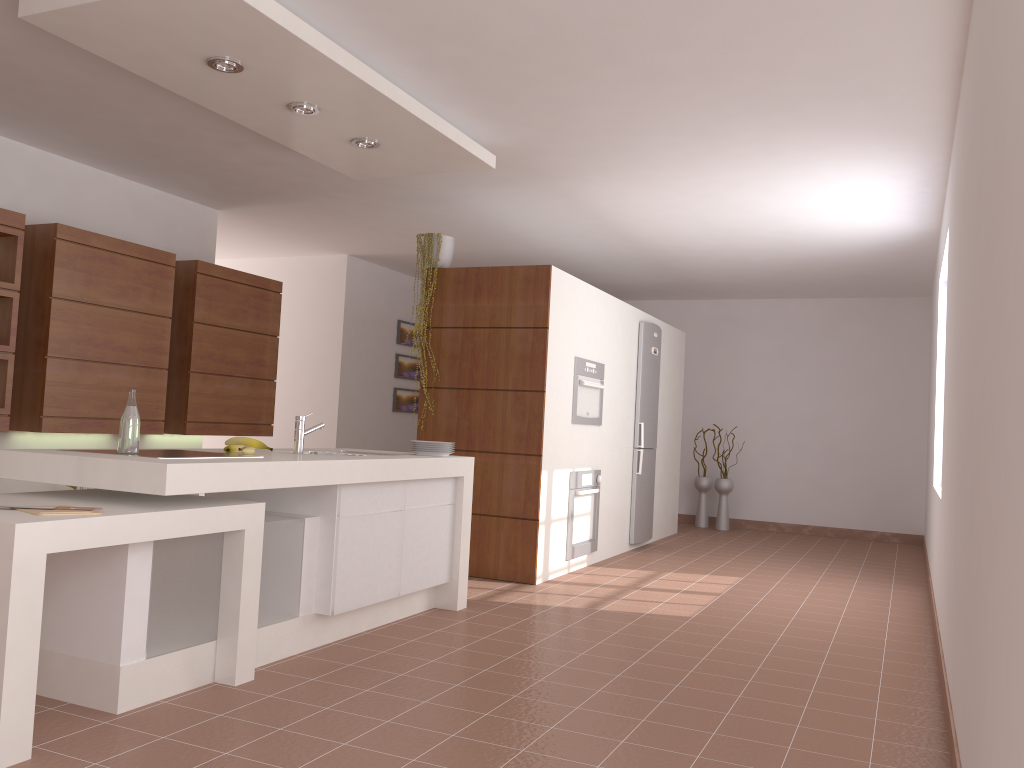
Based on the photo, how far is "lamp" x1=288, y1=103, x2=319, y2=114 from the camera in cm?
396

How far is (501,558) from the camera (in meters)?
5.58

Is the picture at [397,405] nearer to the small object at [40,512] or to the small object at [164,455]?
the small object at [164,455]

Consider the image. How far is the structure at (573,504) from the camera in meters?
6.0

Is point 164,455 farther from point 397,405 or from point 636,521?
point 397,405

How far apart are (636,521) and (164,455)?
4.8 meters

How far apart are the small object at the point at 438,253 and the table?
2.92m

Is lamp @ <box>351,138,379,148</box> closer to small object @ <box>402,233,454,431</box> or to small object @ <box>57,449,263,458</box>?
small object @ <box>402,233,454,431</box>

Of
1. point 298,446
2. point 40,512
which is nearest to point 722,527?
point 298,446

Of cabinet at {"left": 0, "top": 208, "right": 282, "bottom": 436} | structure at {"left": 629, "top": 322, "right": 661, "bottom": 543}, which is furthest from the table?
structure at {"left": 629, "top": 322, "right": 661, "bottom": 543}
